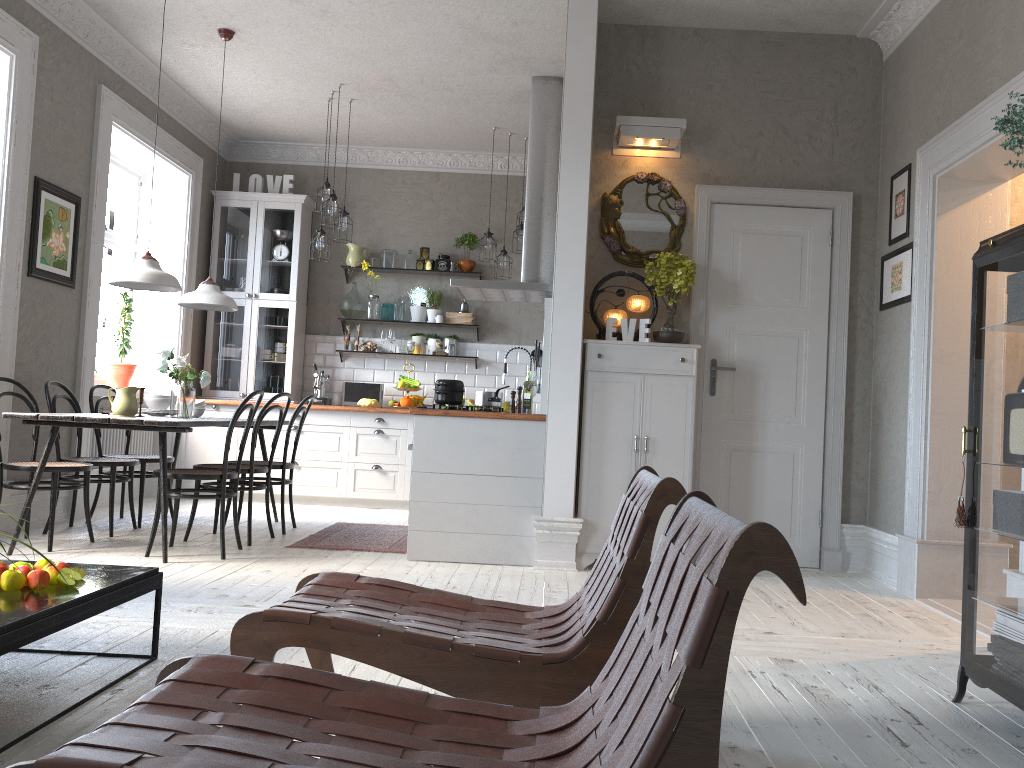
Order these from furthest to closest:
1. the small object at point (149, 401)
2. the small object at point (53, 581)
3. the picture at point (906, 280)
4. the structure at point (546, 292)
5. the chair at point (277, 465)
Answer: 1. the structure at point (546, 292)
2. the chair at point (277, 465)
3. the small object at point (149, 401)
4. the picture at point (906, 280)
5. the small object at point (53, 581)

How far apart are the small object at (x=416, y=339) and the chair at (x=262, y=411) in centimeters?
278cm

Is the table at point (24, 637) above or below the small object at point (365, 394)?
below

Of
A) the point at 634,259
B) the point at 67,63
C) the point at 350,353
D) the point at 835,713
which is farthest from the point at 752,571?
the point at 350,353

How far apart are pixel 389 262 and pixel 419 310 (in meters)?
0.53

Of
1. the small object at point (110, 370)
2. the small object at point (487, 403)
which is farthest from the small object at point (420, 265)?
the small object at point (487, 403)

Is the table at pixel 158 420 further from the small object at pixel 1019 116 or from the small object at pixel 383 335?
the small object at pixel 1019 116

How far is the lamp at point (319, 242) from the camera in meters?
7.0

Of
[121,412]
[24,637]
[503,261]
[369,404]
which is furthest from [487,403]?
[24,637]

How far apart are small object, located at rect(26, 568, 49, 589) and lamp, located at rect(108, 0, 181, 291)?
2.7 meters
